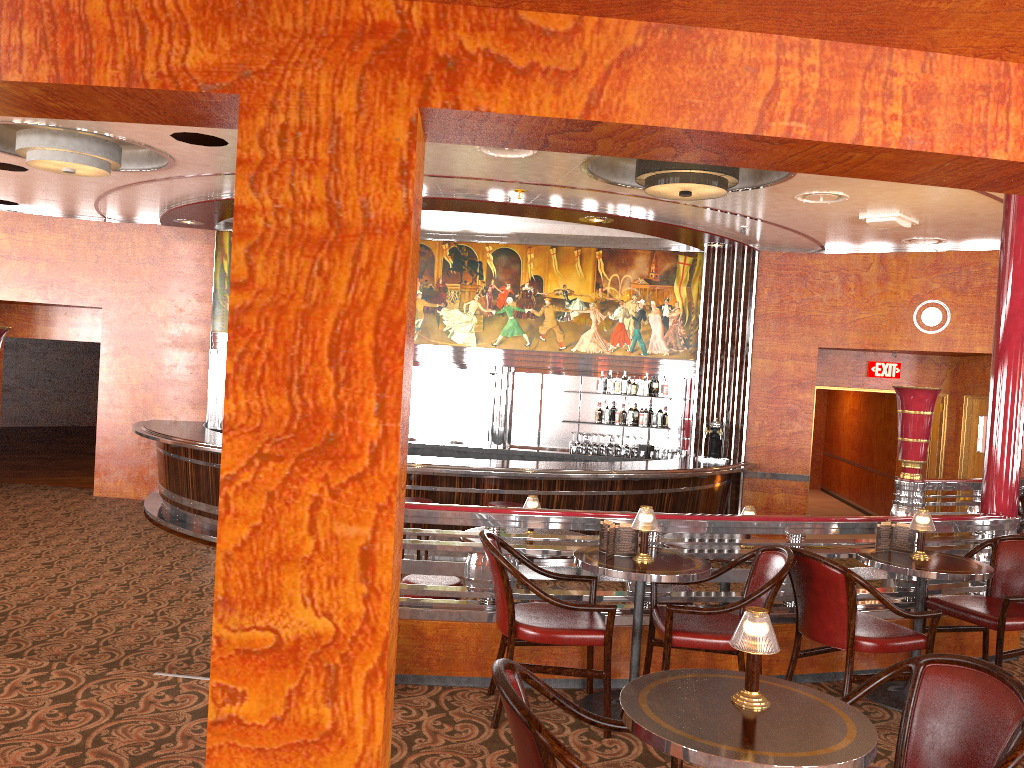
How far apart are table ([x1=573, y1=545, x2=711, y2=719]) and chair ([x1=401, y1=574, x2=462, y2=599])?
1.0 meters

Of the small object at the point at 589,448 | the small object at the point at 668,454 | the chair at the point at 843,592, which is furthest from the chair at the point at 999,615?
the small object at the point at 589,448

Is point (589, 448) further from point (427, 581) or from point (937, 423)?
point (427, 581)

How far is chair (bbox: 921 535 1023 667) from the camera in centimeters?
447cm

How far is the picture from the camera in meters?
11.0 m

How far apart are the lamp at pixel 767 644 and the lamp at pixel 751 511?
3.2m

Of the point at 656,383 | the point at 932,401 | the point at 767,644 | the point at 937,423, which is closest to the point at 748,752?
the point at 767,644

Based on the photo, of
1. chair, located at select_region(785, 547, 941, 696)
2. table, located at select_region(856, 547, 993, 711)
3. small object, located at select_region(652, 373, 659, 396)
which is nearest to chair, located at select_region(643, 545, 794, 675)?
chair, located at select_region(785, 547, 941, 696)

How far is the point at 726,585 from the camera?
5.5m

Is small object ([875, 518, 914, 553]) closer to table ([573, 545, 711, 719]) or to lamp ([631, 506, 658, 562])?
table ([573, 545, 711, 719])
